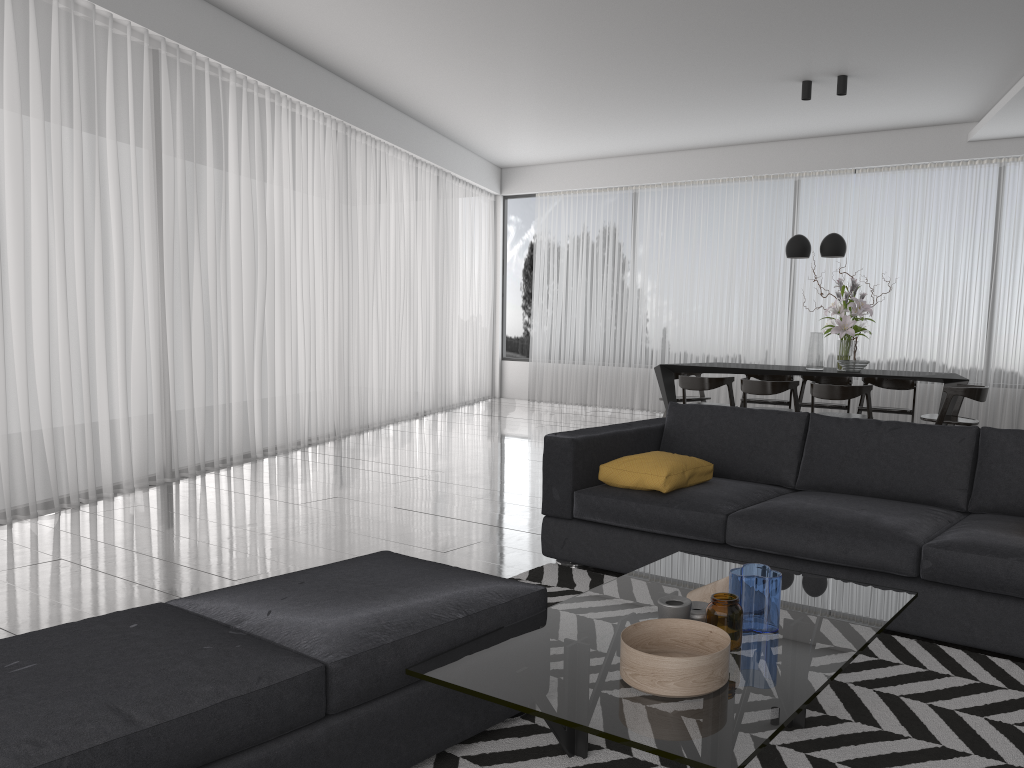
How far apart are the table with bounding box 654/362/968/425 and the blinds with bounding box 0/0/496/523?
2.8 meters

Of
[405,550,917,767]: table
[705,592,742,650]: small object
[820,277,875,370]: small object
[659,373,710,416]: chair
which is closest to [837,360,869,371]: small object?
[820,277,875,370]: small object

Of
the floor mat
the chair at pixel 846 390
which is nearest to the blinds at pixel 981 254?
the chair at pixel 846 390

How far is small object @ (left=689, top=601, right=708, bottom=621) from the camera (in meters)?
2.18

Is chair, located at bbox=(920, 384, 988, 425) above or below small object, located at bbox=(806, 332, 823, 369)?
below

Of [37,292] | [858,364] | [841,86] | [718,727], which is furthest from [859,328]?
[718,727]

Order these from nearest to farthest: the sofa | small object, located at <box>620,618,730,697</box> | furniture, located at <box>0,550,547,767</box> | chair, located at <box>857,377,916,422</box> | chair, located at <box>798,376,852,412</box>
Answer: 1. furniture, located at <box>0,550,547,767</box>
2. small object, located at <box>620,618,730,697</box>
3. the sofa
4. chair, located at <box>857,377,916,422</box>
5. chair, located at <box>798,376,852,412</box>

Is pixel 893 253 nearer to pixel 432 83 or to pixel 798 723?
pixel 432 83

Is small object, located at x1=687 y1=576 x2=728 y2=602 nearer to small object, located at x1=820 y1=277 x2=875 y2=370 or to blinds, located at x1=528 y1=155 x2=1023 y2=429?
small object, located at x1=820 y1=277 x2=875 y2=370

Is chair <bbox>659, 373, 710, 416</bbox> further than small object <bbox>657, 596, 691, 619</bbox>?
Yes
